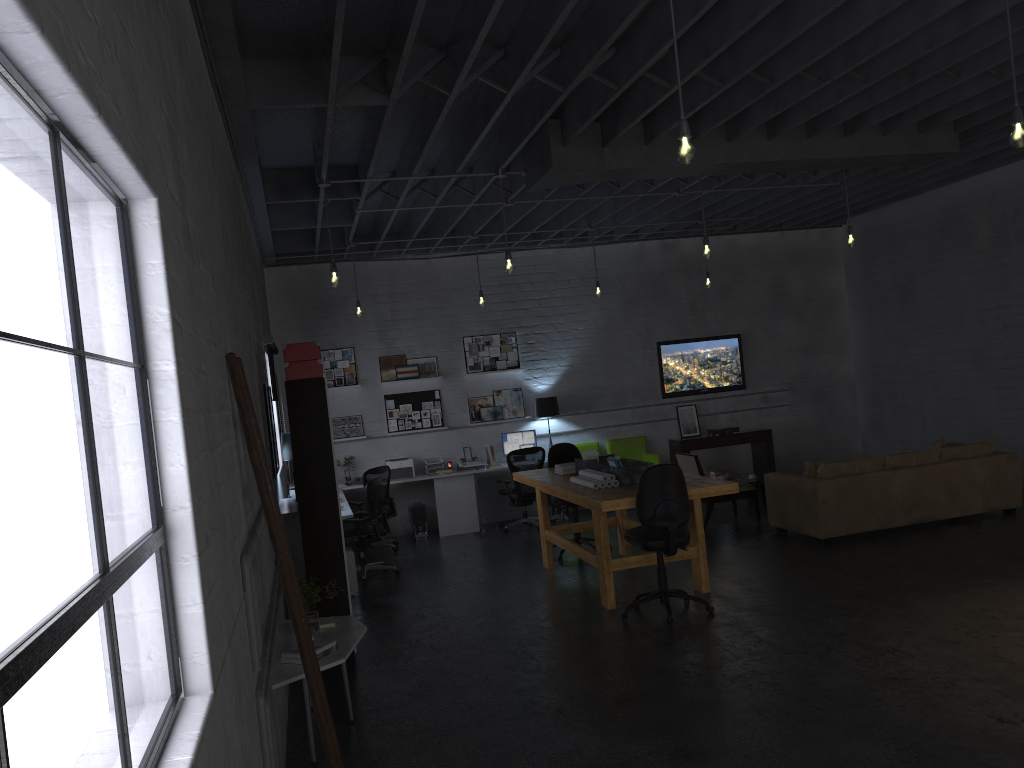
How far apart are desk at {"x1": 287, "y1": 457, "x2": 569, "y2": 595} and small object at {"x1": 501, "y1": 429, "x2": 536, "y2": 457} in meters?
0.5

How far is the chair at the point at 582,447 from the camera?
12.3m

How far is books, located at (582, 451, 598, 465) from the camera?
8.46m

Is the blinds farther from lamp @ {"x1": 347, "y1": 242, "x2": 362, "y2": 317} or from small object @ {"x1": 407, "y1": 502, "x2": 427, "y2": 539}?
small object @ {"x1": 407, "y1": 502, "x2": 427, "y2": 539}

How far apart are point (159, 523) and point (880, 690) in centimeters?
411cm

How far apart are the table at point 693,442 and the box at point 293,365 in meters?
7.1

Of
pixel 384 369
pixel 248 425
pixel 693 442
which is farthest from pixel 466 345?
pixel 248 425

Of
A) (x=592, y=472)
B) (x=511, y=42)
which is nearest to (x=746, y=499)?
(x=592, y=472)

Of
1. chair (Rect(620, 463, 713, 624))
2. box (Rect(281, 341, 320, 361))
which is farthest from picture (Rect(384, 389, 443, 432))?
box (Rect(281, 341, 320, 361))

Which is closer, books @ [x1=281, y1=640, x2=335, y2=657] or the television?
books @ [x1=281, y1=640, x2=335, y2=657]
